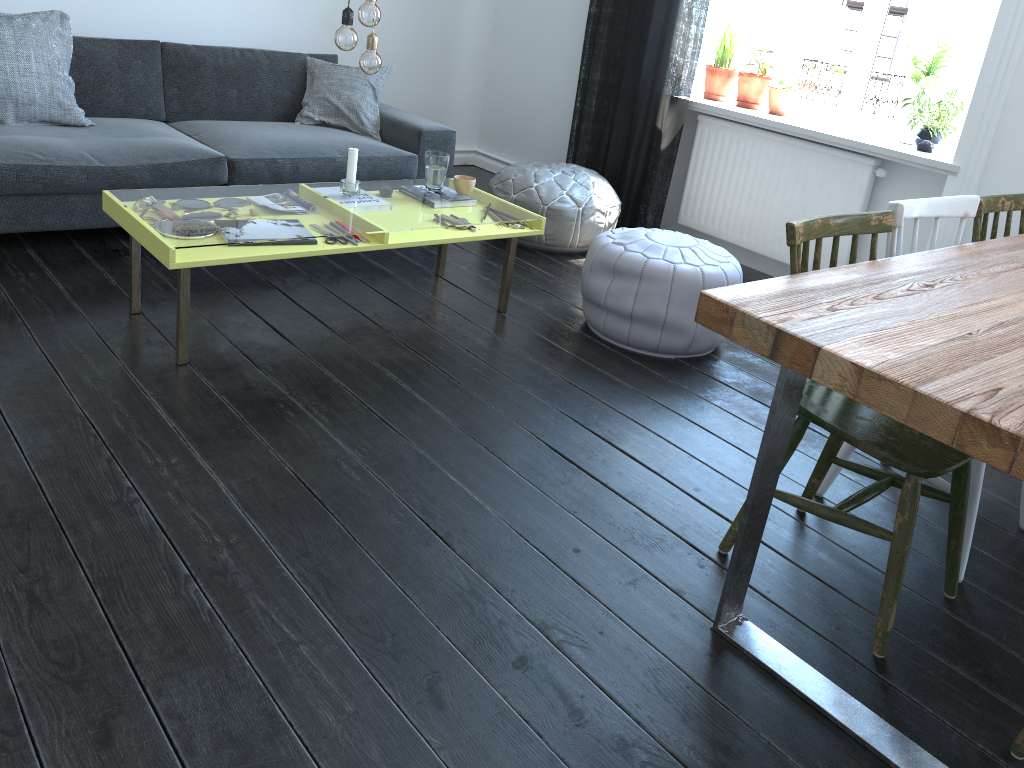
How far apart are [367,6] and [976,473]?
2.15m

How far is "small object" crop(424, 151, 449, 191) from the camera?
3.3m

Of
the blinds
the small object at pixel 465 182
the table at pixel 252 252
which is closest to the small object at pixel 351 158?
the table at pixel 252 252

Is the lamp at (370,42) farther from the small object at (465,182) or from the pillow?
the pillow

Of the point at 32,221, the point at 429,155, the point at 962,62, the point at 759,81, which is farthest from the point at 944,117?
the point at 32,221

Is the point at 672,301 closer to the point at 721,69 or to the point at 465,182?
the point at 465,182

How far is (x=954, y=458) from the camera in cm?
179

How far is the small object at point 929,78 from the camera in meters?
3.8 m

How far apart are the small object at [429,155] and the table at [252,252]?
0.3m

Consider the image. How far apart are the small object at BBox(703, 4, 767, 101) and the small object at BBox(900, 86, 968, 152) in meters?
1.1
